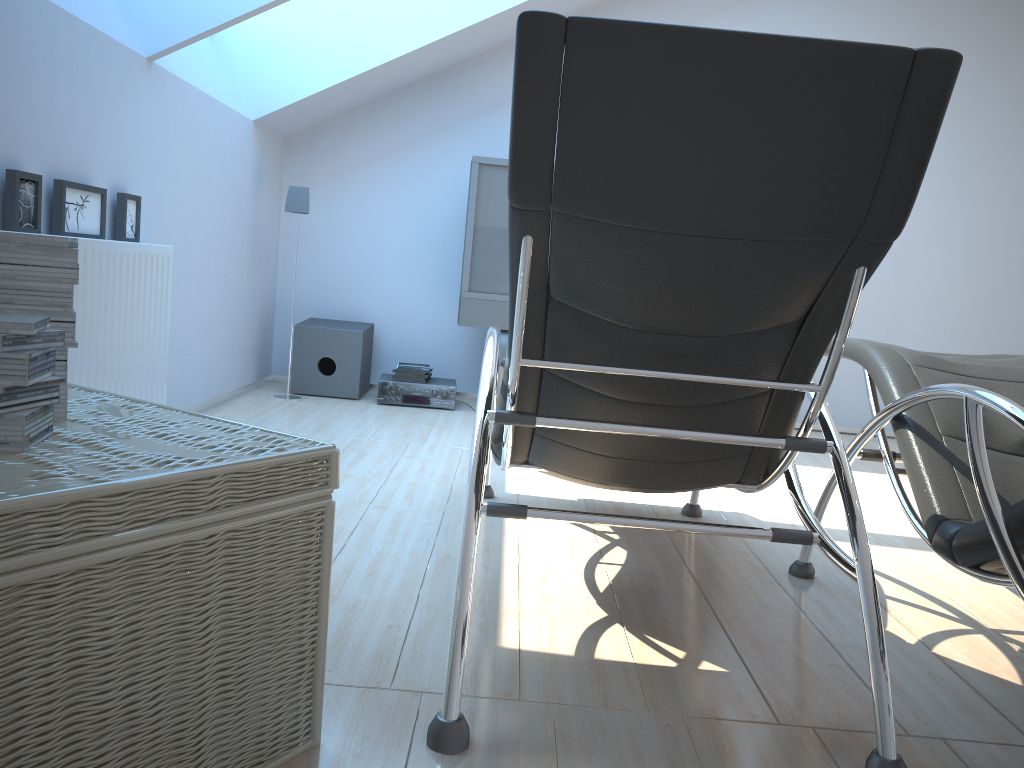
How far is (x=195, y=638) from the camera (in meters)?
1.23

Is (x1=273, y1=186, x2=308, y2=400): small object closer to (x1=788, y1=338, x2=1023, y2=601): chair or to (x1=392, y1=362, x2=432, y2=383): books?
(x1=392, y1=362, x2=432, y2=383): books

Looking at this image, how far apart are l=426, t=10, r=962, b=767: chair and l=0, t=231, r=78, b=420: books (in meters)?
0.72

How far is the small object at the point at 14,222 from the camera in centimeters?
253cm

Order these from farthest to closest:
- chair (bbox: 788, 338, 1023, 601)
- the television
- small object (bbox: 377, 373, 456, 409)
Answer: small object (bbox: 377, 373, 456, 409)
the television
chair (bbox: 788, 338, 1023, 601)

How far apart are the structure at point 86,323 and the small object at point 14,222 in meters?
0.1

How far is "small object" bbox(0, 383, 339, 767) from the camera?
1.0m

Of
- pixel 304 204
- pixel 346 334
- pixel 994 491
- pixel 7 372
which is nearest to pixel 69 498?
pixel 7 372

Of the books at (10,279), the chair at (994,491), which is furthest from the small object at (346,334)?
the books at (10,279)

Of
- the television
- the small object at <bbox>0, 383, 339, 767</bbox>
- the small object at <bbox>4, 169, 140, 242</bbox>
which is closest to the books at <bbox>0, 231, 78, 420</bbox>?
the small object at <bbox>0, 383, 339, 767</bbox>
